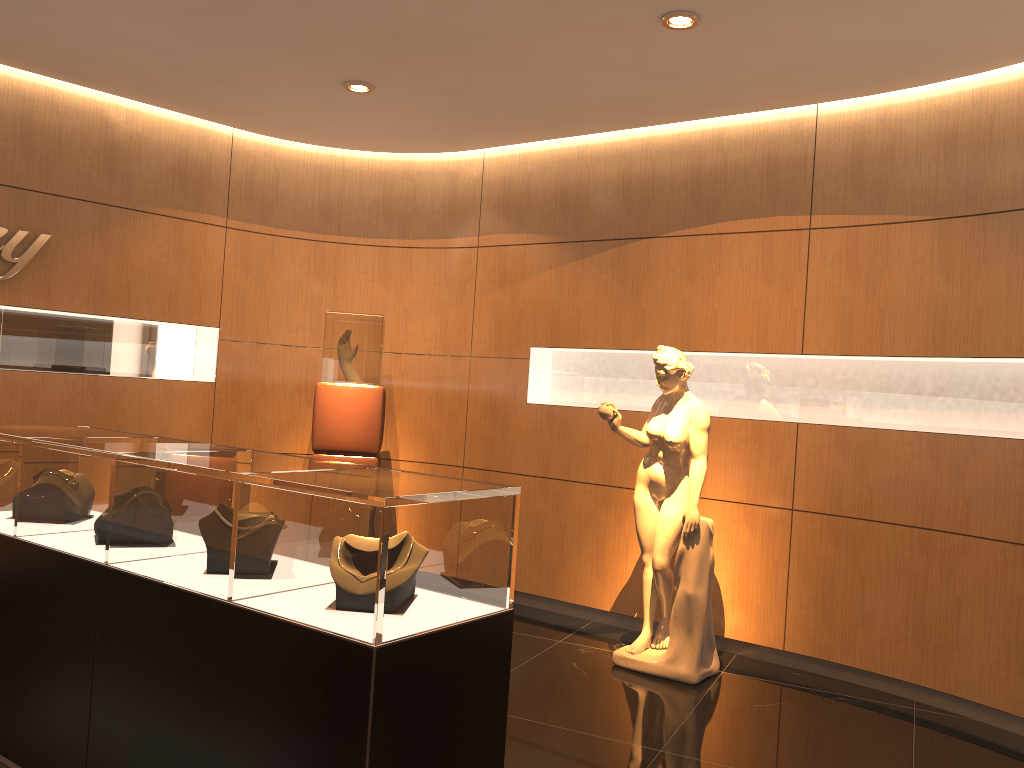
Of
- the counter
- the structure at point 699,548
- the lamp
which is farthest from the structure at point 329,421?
the counter

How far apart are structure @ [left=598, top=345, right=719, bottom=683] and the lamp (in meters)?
2.36

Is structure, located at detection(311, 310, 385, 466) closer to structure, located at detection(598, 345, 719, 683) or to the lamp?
the lamp

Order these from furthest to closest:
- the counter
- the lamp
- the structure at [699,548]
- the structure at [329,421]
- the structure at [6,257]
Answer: the structure at [329,421] < the structure at [6,257] < the lamp < the structure at [699,548] < the counter

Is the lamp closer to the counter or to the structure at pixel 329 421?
the structure at pixel 329 421

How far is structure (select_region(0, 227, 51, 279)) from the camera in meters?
5.5

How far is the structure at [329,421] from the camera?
6.1m

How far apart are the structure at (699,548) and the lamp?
2.4m

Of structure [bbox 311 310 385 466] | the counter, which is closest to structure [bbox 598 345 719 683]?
structure [bbox 311 310 385 466]

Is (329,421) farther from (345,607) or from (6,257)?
(345,607)
